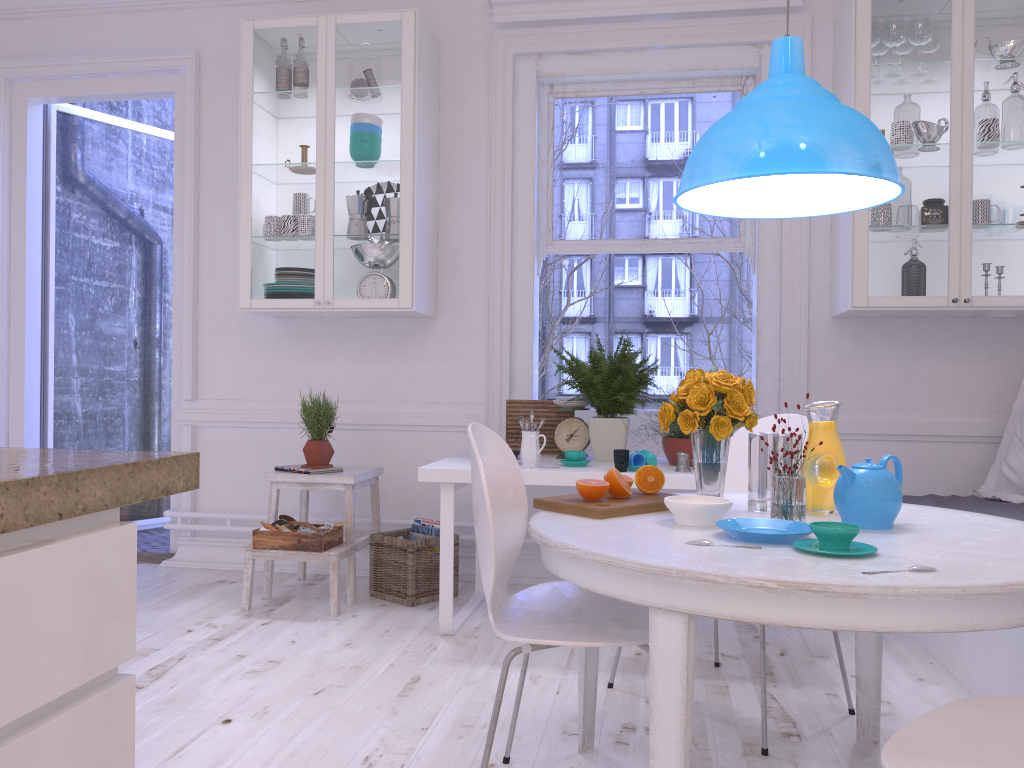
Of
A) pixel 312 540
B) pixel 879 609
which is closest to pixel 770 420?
pixel 879 609

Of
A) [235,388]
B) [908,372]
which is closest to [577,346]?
[235,388]

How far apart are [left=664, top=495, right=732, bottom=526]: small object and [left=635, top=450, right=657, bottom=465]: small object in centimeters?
115cm

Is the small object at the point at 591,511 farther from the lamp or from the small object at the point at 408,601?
the small object at the point at 408,601

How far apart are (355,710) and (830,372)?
2.5m

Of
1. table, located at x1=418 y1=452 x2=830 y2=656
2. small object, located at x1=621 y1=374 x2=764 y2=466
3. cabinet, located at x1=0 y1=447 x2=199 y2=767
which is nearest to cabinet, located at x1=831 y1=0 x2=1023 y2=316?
small object, located at x1=621 y1=374 x2=764 y2=466

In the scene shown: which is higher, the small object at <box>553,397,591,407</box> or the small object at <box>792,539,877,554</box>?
the small object at <box>553,397,591,407</box>

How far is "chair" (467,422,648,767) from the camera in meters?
1.7

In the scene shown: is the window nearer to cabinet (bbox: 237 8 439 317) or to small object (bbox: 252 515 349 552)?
Answer: cabinet (bbox: 237 8 439 317)

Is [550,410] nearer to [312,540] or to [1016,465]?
[312,540]
